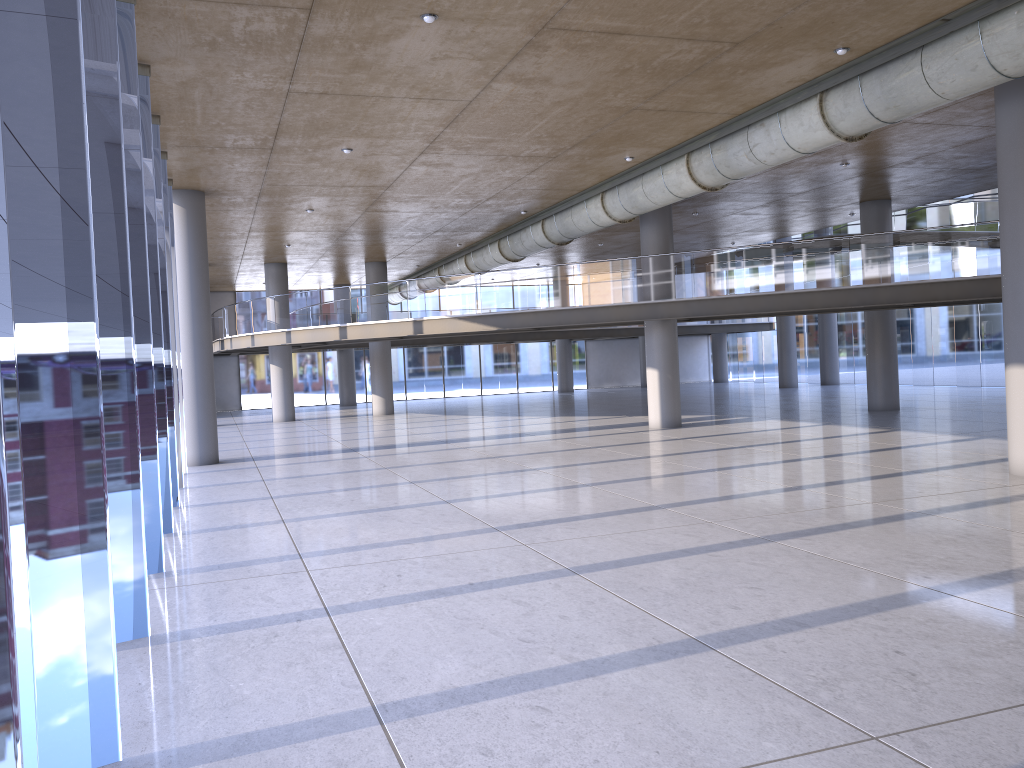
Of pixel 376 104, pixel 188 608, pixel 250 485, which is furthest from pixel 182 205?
pixel 188 608

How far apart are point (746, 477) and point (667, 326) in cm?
896
